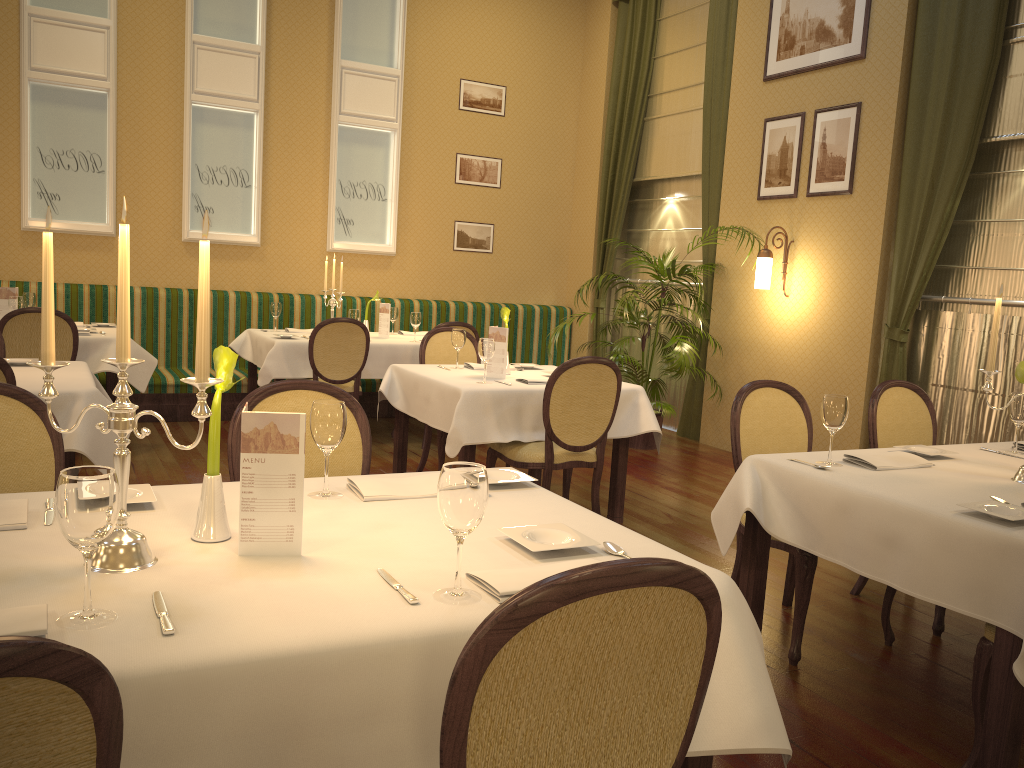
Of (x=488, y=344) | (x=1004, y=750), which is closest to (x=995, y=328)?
(x=1004, y=750)

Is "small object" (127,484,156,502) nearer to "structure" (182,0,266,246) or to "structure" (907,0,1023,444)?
"structure" (907,0,1023,444)

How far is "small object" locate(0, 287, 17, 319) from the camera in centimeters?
581cm

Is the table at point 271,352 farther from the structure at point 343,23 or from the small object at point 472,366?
the small object at point 472,366

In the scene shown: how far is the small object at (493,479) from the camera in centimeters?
231cm

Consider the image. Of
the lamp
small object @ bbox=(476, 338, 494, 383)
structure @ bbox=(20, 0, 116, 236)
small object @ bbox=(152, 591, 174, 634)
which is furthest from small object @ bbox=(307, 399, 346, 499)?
structure @ bbox=(20, 0, 116, 236)

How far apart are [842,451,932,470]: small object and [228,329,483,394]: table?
4.2 meters

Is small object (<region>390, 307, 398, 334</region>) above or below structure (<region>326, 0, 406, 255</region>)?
below

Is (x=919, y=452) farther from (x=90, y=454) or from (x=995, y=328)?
(x=90, y=454)

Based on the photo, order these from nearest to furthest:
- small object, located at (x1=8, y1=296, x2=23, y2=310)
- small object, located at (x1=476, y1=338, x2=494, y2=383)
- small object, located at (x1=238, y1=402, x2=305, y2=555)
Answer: small object, located at (x1=238, y1=402, x2=305, y2=555) < small object, located at (x1=476, y1=338, x2=494, y2=383) < small object, located at (x1=8, y1=296, x2=23, y2=310)
